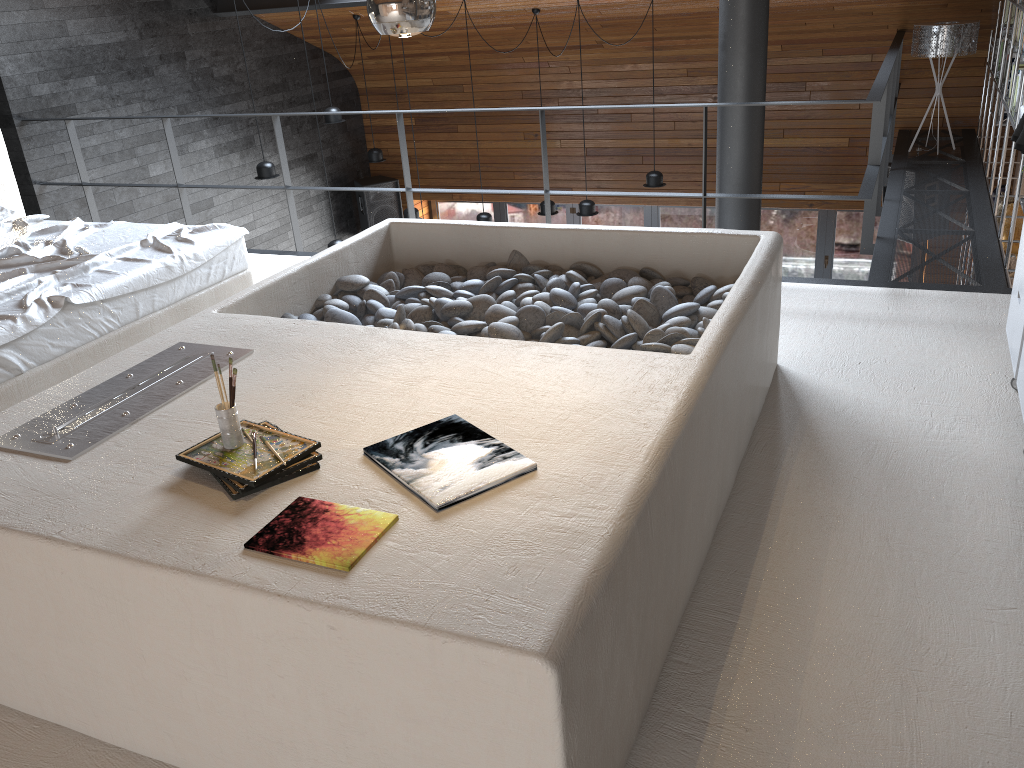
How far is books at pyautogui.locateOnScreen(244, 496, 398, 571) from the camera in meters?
1.7 m

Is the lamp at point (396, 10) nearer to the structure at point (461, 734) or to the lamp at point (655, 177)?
the structure at point (461, 734)

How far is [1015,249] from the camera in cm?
636

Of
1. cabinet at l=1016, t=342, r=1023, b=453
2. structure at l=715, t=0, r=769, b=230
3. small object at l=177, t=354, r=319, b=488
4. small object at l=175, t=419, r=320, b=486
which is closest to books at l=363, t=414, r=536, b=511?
small object at l=175, t=419, r=320, b=486

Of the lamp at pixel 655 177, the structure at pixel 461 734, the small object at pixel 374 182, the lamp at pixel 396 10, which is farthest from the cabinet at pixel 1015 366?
the small object at pixel 374 182

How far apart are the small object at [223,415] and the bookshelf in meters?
4.1 m

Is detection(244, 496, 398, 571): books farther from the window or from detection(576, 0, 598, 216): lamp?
the window

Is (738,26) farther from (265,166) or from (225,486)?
(225,486)

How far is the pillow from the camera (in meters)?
4.58

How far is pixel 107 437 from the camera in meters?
2.3
